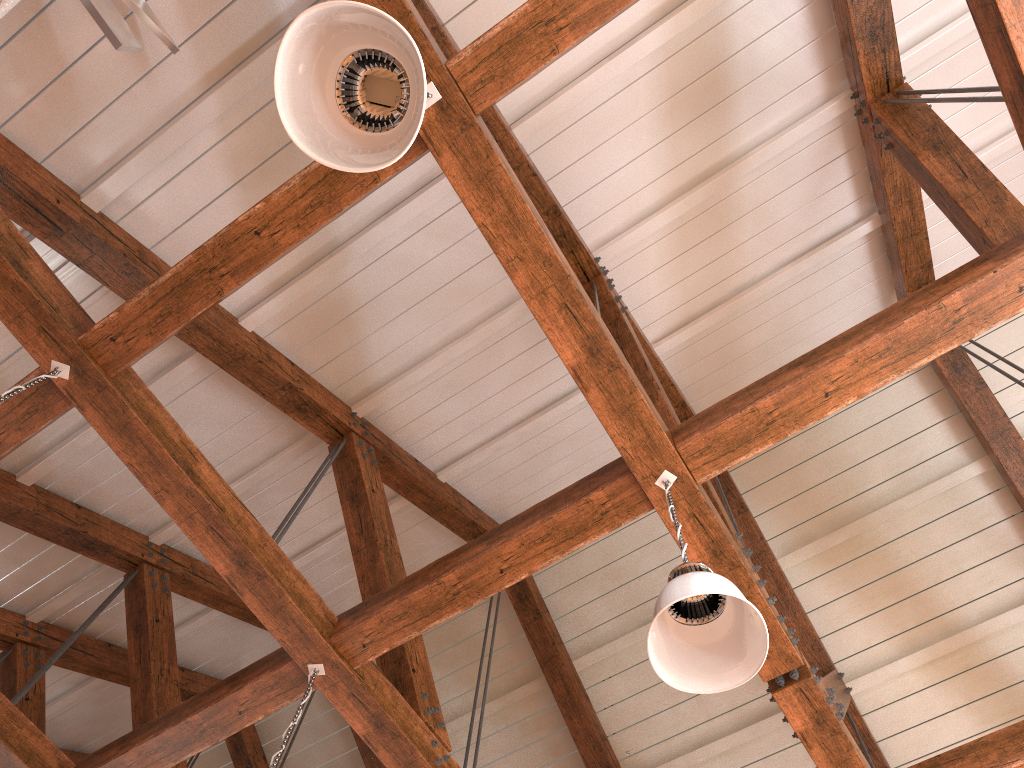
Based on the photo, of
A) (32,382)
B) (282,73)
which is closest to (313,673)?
(32,382)

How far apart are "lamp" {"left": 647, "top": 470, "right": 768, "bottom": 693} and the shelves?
2.41m

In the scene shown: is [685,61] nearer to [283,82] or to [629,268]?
[629,268]

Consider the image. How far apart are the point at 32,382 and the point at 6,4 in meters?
1.1 m

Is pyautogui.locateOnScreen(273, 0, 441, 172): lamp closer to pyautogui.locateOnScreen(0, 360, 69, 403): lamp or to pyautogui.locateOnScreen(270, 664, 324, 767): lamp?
pyautogui.locateOnScreen(0, 360, 69, 403): lamp

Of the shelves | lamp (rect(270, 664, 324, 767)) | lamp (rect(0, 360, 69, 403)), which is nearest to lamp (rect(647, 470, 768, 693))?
lamp (rect(270, 664, 324, 767))

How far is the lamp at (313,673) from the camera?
3.2m

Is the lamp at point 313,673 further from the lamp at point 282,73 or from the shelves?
the shelves

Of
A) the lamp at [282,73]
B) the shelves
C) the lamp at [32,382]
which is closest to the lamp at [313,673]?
the lamp at [32,382]

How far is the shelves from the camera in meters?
2.5 m
